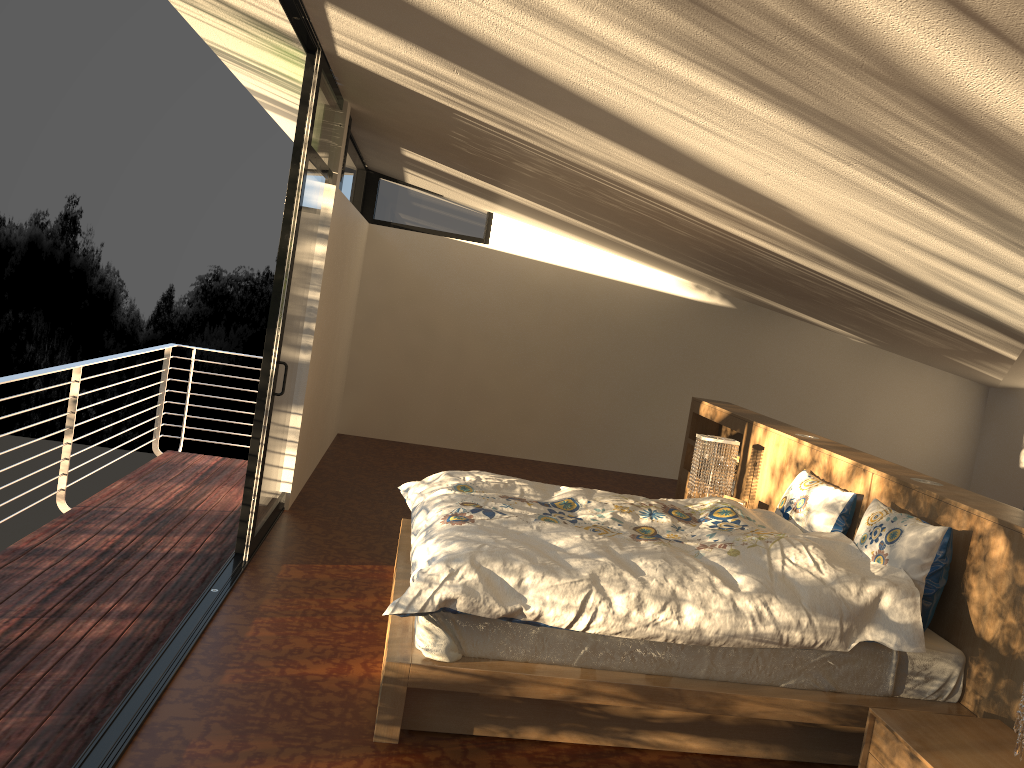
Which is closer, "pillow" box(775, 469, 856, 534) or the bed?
the bed

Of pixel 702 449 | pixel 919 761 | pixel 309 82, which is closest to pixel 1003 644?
pixel 919 761

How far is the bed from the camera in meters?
2.9 m

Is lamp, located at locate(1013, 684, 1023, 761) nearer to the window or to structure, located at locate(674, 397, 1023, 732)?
structure, located at locate(674, 397, 1023, 732)

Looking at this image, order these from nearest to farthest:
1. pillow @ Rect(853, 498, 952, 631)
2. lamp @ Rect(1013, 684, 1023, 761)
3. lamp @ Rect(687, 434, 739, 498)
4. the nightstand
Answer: lamp @ Rect(1013, 684, 1023, 761) → the nightstand → pillow @ Rect(853, 498, 952, 631) → lamp @ Rect(687, 434, 739, 498)

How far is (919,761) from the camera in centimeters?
257cm

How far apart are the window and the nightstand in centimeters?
289cm

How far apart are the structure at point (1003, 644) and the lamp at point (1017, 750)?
0.62m

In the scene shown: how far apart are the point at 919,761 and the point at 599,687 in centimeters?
97cm

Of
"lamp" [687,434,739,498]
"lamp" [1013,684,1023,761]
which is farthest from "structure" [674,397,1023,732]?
"lamp" [1013,684,1023,761]
